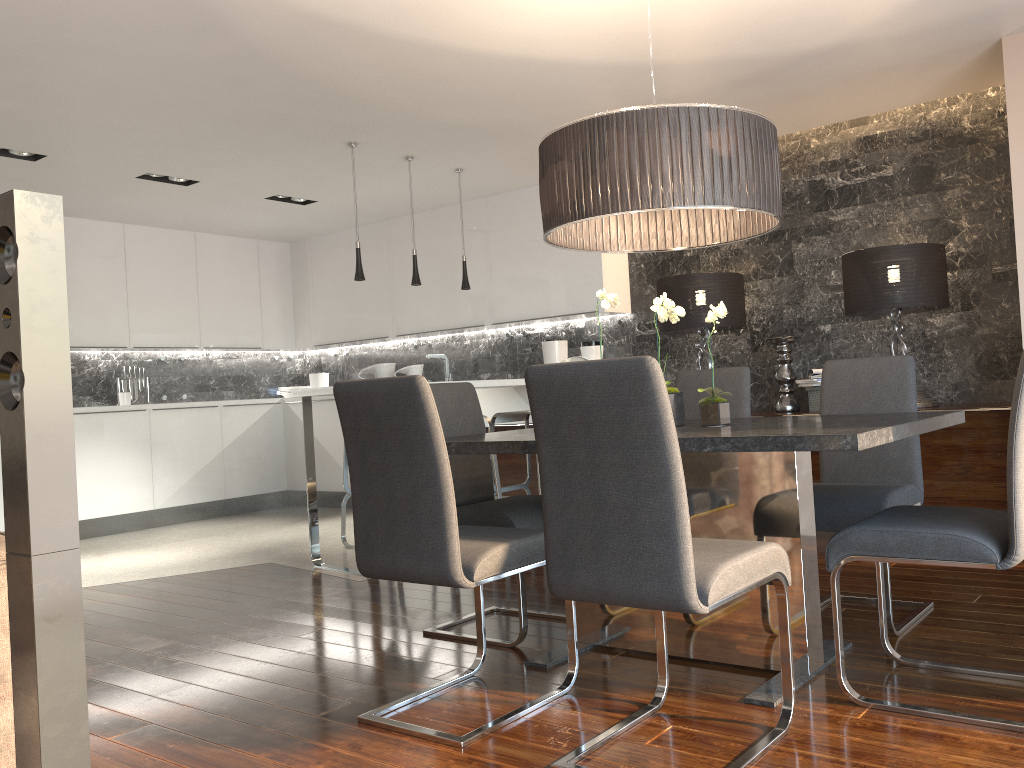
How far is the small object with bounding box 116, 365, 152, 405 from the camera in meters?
7.6

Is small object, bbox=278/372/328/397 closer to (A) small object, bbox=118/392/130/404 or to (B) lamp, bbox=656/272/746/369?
(A) small object, bbox=118/392/130/404

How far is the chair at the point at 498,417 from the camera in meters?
5.3 m

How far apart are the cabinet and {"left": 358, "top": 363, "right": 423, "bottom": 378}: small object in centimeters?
44cm

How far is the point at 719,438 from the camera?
2.2 meters

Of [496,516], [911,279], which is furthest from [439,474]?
[911,279]

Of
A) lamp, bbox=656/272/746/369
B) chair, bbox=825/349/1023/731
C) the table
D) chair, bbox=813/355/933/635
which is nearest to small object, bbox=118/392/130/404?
lamp, bbox=656/272/746/369

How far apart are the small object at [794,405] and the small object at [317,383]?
4.7m

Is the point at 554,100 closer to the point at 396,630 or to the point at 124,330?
the point at 396,630

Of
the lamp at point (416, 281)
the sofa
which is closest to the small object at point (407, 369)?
the lamp at point (416, 281)
